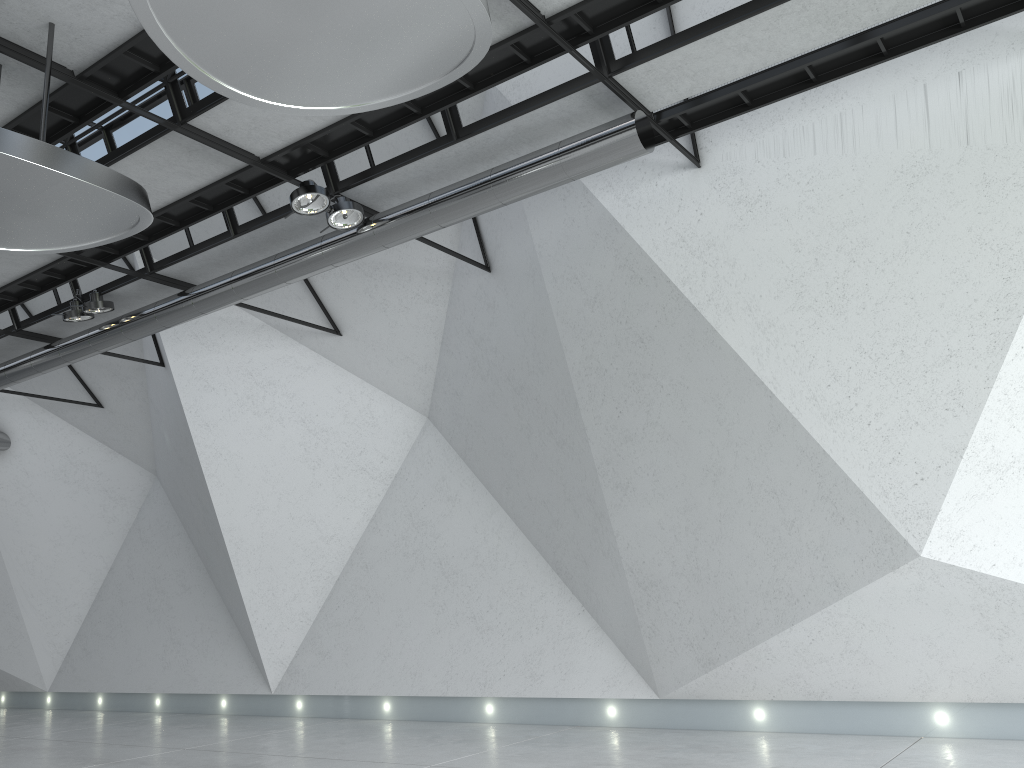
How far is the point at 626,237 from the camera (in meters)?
49.97
